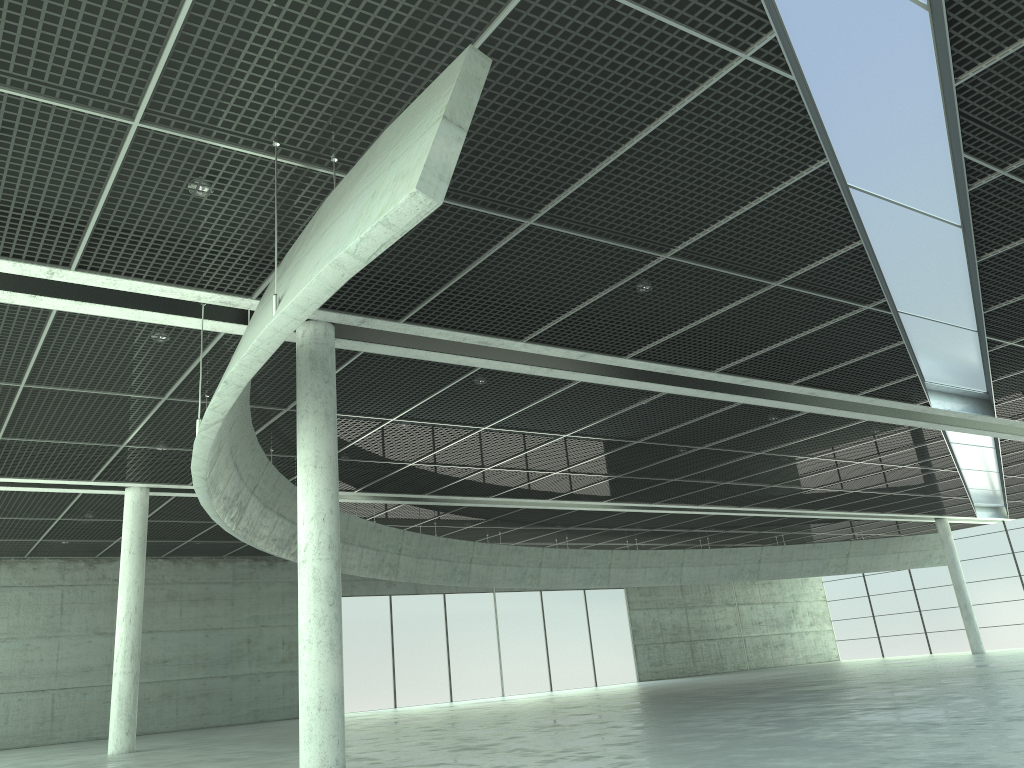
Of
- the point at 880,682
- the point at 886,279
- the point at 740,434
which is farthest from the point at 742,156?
the point at 880,682
